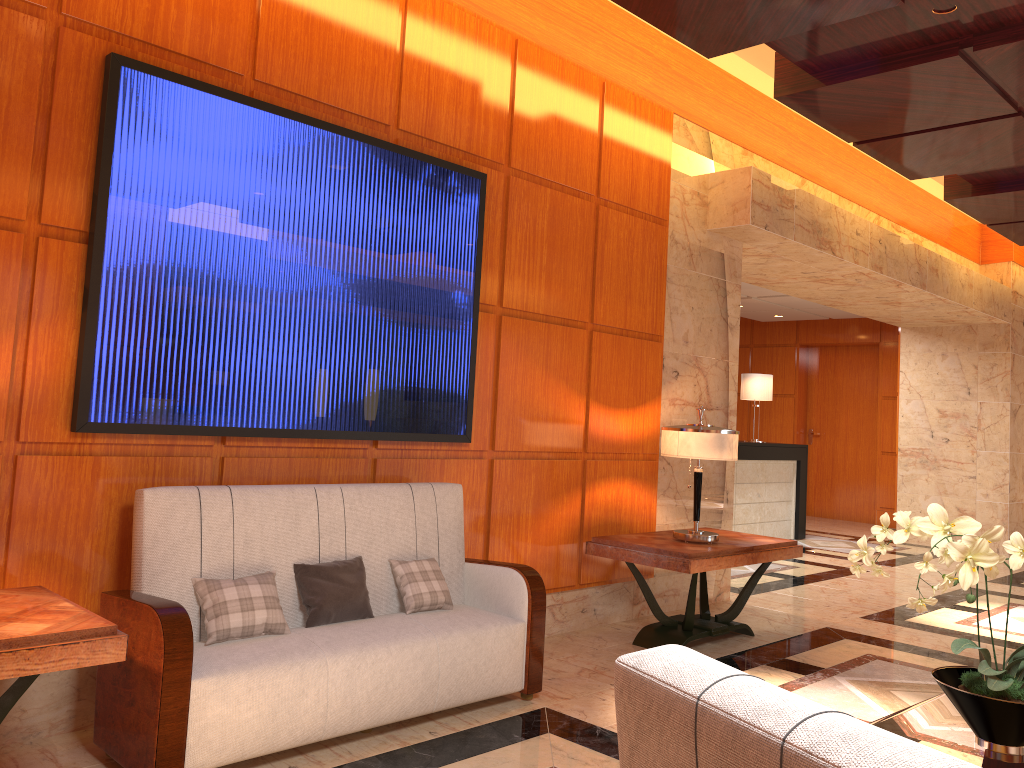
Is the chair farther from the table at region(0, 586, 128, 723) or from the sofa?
the sofa

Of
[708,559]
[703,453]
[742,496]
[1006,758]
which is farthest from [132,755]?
[742,496]

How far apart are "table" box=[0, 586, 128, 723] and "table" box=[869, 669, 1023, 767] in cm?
217

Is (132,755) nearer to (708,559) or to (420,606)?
(420,606)

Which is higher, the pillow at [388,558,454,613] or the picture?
the picture

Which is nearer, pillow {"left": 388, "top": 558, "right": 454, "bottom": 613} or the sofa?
the sofa

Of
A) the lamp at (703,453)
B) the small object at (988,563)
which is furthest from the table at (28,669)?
the lamp at (703,453)

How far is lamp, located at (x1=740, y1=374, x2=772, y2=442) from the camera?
10.63m

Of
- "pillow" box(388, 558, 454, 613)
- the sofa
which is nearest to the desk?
the sofa

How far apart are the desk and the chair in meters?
8.8 m
